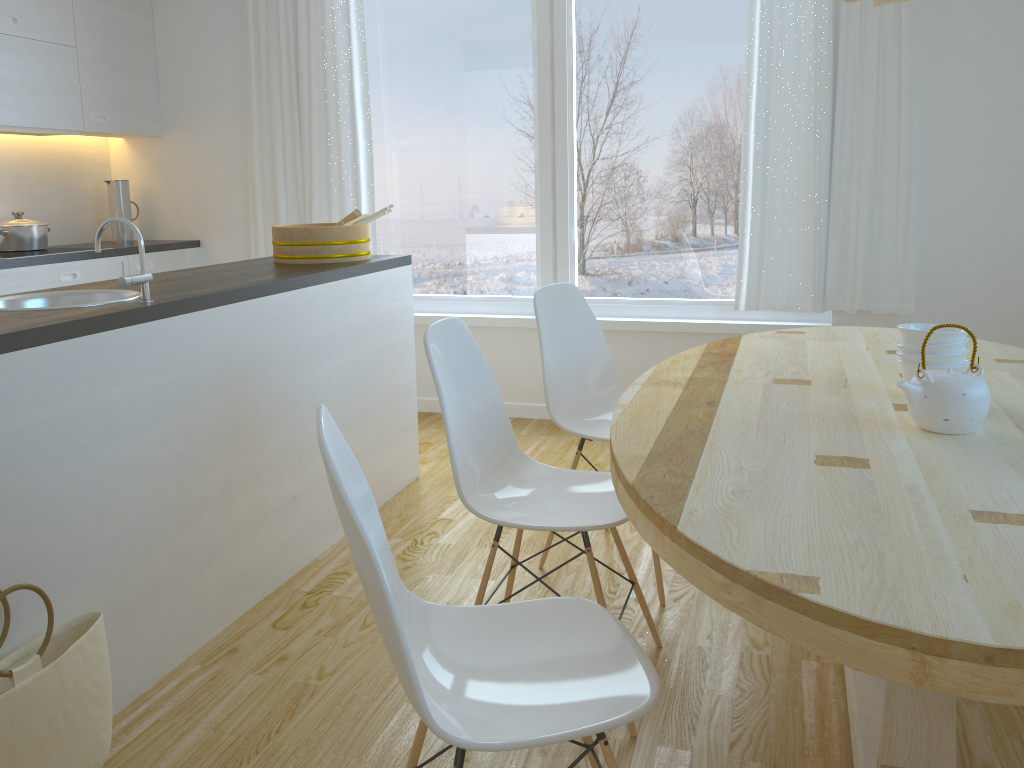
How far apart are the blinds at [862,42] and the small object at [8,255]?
3.3 meters

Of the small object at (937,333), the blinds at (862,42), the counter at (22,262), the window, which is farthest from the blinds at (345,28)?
the small object at (937,333)

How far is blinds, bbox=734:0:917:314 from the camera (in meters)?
3.83

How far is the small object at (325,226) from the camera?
3.29m

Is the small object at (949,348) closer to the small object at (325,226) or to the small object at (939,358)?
the small object at (939,358)

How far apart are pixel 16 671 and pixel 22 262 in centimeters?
281cm

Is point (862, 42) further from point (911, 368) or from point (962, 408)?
point (962, 408)

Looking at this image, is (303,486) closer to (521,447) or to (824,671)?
(521,447)

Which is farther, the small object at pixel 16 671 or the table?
the small object at pixel 16 671

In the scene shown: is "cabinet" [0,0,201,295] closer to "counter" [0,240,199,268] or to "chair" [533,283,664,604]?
"counter" [0,240,199,268]
